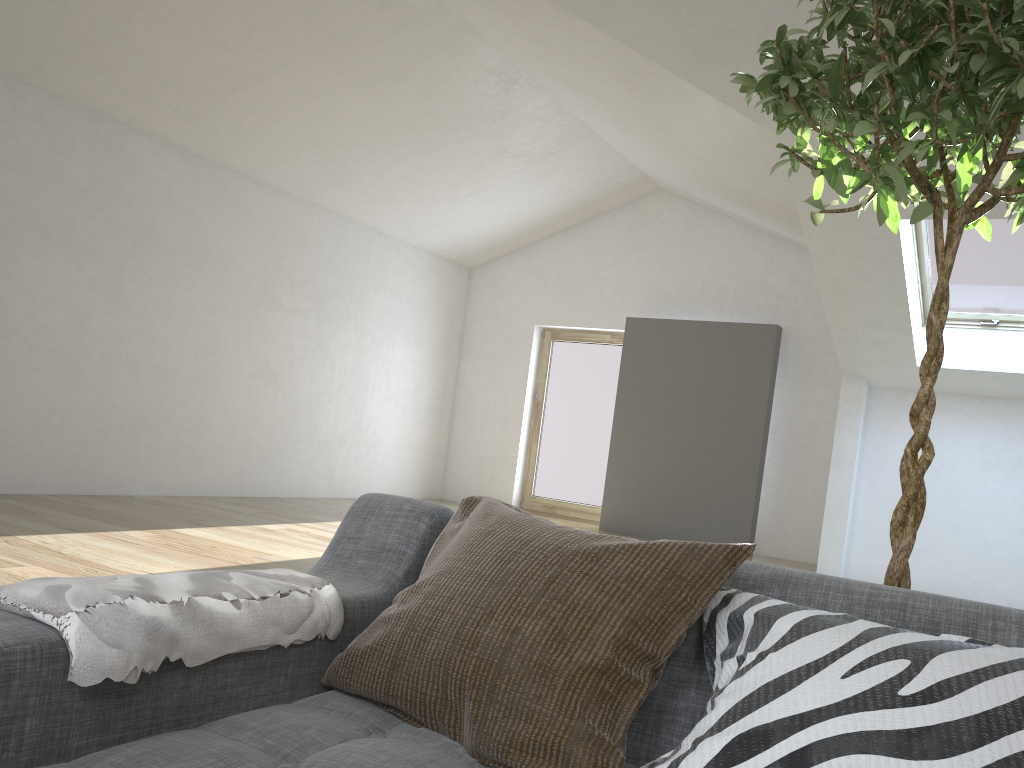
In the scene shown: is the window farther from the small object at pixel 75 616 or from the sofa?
the small object at pixel 75 616

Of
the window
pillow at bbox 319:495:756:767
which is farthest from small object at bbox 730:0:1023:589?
the window

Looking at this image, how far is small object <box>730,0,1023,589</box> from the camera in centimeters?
140cm

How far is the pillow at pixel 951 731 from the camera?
0.9m

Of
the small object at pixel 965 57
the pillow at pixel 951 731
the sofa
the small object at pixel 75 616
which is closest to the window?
the small object at pixel 965 57

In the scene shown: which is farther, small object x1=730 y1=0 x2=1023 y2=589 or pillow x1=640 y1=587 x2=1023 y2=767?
small object x1=730 y1=0 x2=1023 y2=589

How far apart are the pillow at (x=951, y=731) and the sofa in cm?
3

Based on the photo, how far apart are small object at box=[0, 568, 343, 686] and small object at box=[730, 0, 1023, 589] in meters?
1.0 m

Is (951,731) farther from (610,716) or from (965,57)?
(965,57)

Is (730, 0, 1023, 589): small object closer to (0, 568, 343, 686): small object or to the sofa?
the sofa
